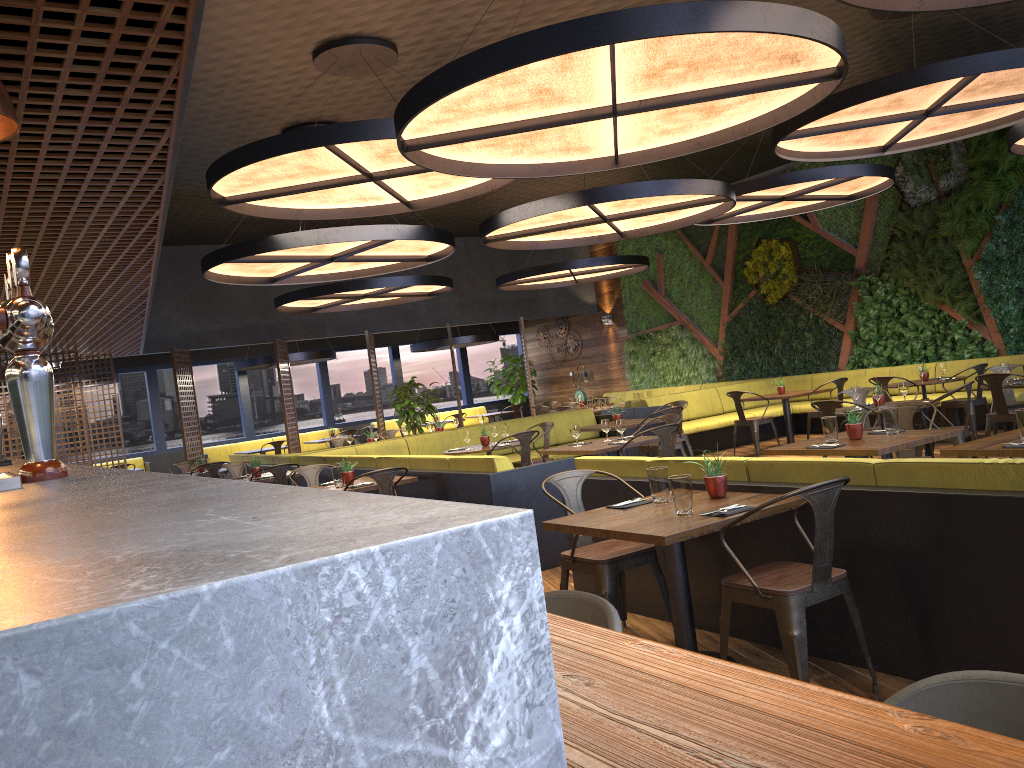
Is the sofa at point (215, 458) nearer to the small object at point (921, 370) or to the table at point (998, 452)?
the small object at point (921, 370)

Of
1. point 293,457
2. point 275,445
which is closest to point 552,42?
point 293,457

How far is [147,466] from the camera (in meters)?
17.10

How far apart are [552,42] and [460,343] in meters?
14.5 m

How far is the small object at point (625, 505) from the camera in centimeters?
444cm

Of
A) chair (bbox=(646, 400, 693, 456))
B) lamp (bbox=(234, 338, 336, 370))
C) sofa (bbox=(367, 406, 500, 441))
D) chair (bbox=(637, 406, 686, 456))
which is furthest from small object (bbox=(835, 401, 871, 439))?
sofa (bbox=(367, 406, 500, 441))

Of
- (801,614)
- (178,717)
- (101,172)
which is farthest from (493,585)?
(101,172)

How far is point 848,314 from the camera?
14.3 meters

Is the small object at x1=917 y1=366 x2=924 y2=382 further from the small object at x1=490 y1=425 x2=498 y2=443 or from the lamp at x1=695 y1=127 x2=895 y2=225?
the small object at x1=490 y1=425 x2=498 y2=443

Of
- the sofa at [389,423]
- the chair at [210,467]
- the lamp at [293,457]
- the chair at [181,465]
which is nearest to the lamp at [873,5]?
the lamp at [293,457]
